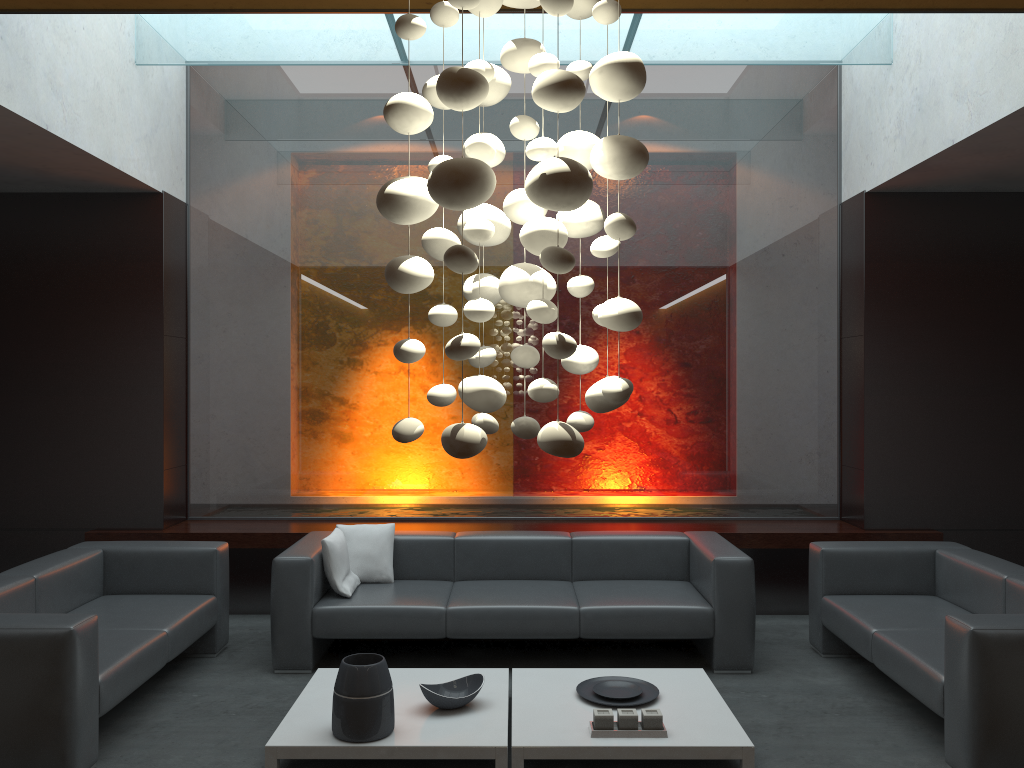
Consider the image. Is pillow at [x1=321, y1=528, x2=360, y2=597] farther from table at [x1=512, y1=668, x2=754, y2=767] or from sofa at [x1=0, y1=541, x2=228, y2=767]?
table at [x1=512, y1=668, x2=754, y2=767]

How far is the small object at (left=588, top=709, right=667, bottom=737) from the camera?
3.74m

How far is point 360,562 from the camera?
5.5 meters

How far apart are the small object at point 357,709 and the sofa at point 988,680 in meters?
2.3

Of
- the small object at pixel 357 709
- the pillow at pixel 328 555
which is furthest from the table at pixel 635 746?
the pillow at pixel 328 555

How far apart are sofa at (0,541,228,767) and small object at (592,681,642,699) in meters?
2.2 m

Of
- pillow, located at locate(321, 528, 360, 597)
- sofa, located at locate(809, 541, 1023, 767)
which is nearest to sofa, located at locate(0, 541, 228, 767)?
pillow, located at locate(321, 528, 360, 597)

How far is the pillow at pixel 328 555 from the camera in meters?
5.2 m

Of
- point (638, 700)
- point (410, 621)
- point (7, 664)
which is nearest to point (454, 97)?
point (7, 664)

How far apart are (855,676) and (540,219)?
3.9m
